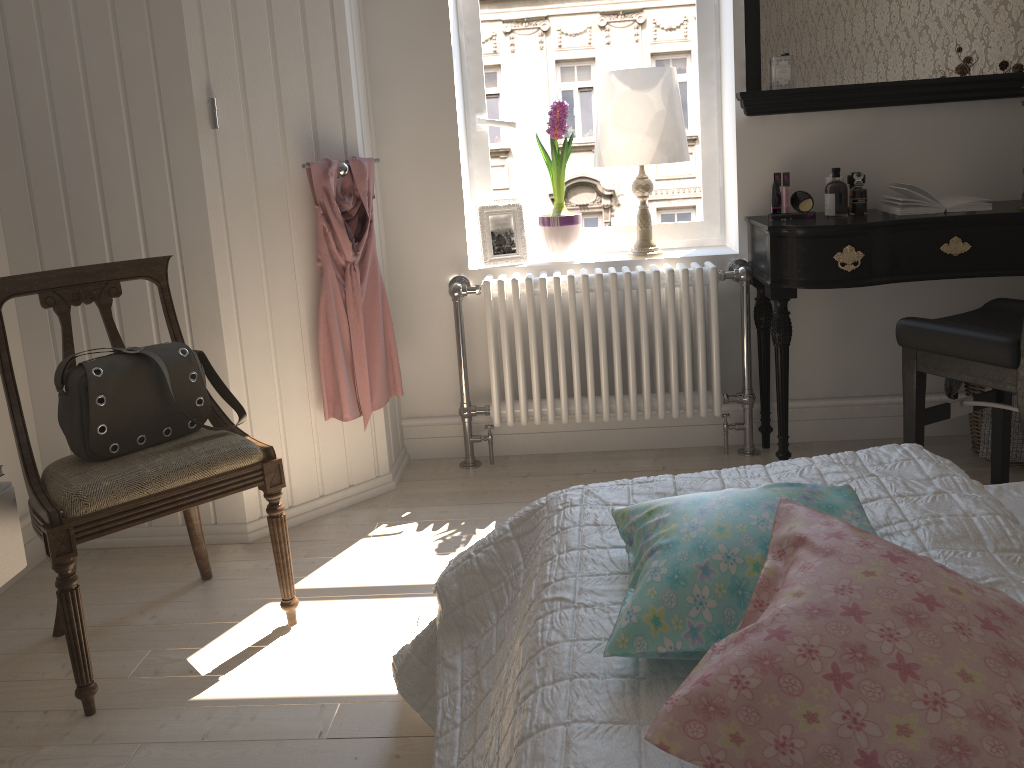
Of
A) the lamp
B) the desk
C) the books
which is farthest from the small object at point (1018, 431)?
the lamp

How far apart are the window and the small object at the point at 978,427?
0.99m

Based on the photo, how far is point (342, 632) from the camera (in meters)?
2.17

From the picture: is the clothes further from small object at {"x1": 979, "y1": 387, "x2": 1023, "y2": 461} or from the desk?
small object at {"x1": 979, "y1": 387, "x2": 1023, "y2": 461}

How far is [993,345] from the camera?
2.14m

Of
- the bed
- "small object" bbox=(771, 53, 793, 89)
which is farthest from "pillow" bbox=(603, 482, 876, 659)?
"small object" bbox=(771, 53, 793, 89)

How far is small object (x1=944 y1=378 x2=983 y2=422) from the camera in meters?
2.9

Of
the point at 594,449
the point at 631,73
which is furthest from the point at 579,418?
the point at 631,73

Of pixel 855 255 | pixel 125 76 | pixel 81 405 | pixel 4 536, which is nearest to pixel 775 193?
pixel 855 255

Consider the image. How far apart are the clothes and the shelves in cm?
94
